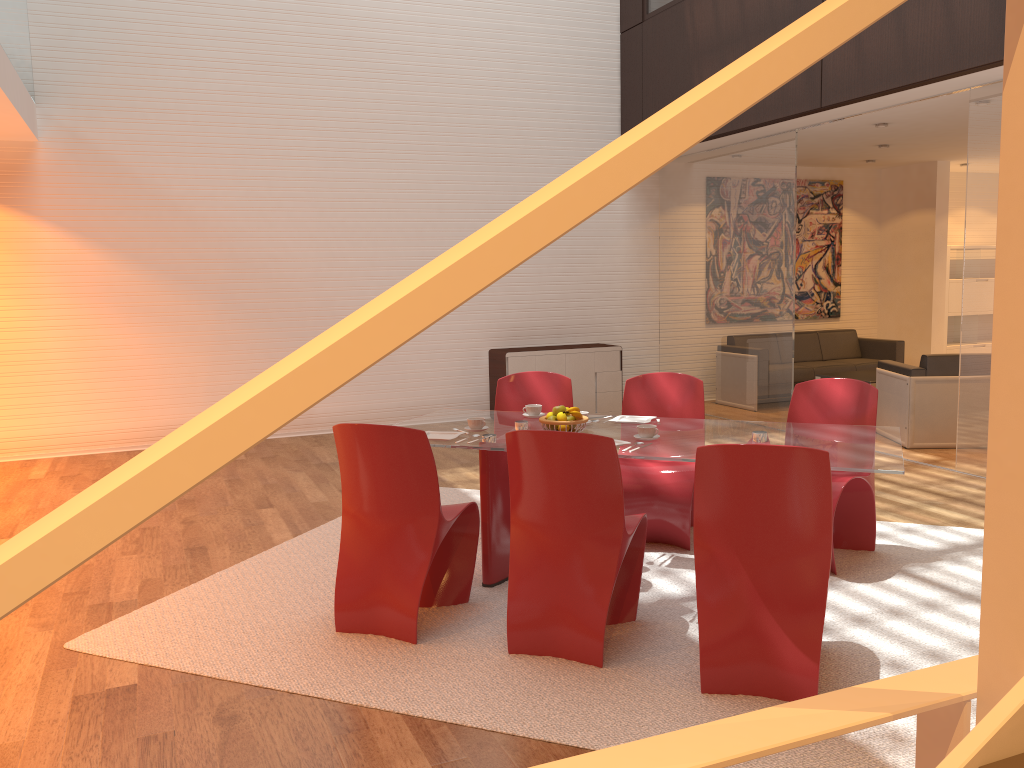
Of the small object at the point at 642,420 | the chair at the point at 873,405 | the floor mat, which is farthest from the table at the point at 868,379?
the small object at the point at 642,420

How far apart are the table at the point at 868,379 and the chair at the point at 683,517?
4.1m

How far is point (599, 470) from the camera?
3.3 meters

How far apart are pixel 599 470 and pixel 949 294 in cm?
920

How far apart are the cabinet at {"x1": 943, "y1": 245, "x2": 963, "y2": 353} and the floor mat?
6.76m

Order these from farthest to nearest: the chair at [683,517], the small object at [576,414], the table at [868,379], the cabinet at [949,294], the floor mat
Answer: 1. the cabinet at [949,294]
2. the table at [868,379]
3. the chair at [683,517]
4. the small object at [576,414]
5. the floor mat

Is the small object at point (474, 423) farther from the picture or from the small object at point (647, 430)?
the picture

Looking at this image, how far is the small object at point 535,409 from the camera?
4.66m

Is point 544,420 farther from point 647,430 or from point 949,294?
point 949,294

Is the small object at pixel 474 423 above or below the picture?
below
